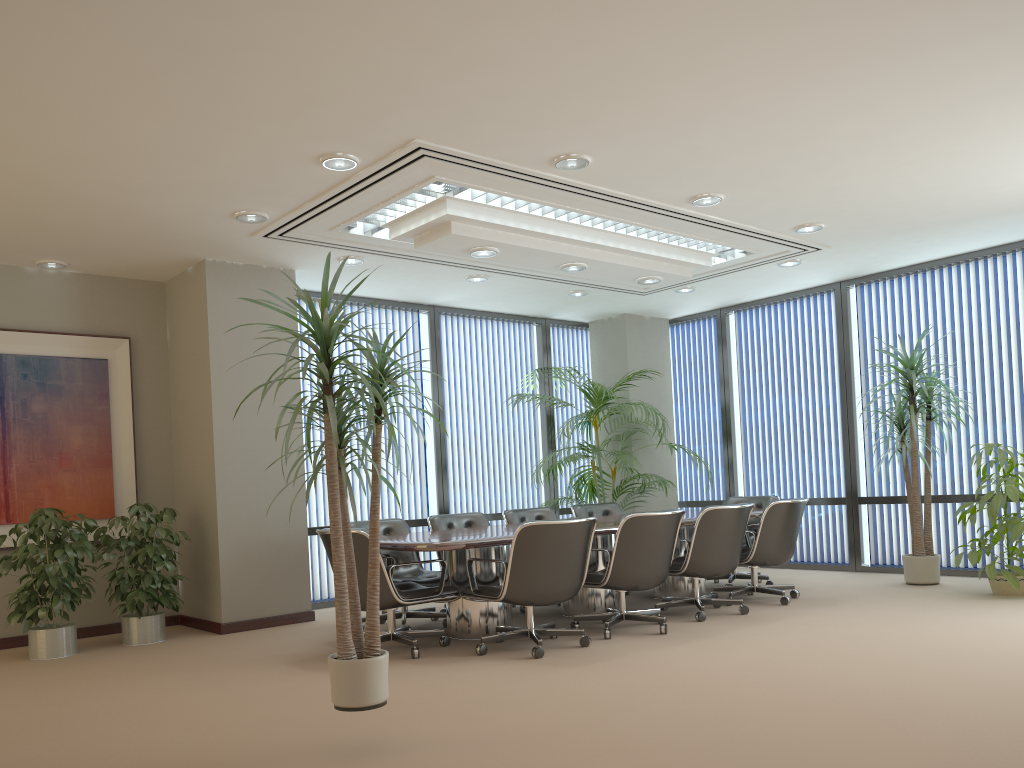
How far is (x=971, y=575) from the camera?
8.20m

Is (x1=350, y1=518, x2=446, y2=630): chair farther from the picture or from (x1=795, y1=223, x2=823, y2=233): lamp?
(x1=795, y1=223, x2=823, y2=233): lamp

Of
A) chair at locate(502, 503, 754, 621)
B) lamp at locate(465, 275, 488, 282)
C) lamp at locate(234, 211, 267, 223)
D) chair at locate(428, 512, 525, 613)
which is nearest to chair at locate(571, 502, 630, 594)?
chair at locate(502, 503, 754, 621)

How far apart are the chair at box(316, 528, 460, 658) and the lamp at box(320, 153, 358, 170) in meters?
2.2

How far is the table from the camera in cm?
561

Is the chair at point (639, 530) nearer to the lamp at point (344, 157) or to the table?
the table

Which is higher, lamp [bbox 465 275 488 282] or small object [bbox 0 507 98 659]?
lamp [bbox 465 275 488 282]

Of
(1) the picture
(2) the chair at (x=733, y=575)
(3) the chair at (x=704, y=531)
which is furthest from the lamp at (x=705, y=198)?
(1) the picture

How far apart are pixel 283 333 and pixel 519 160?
3.10m

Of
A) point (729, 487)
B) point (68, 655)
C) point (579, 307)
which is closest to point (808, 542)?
point (729, 487)
